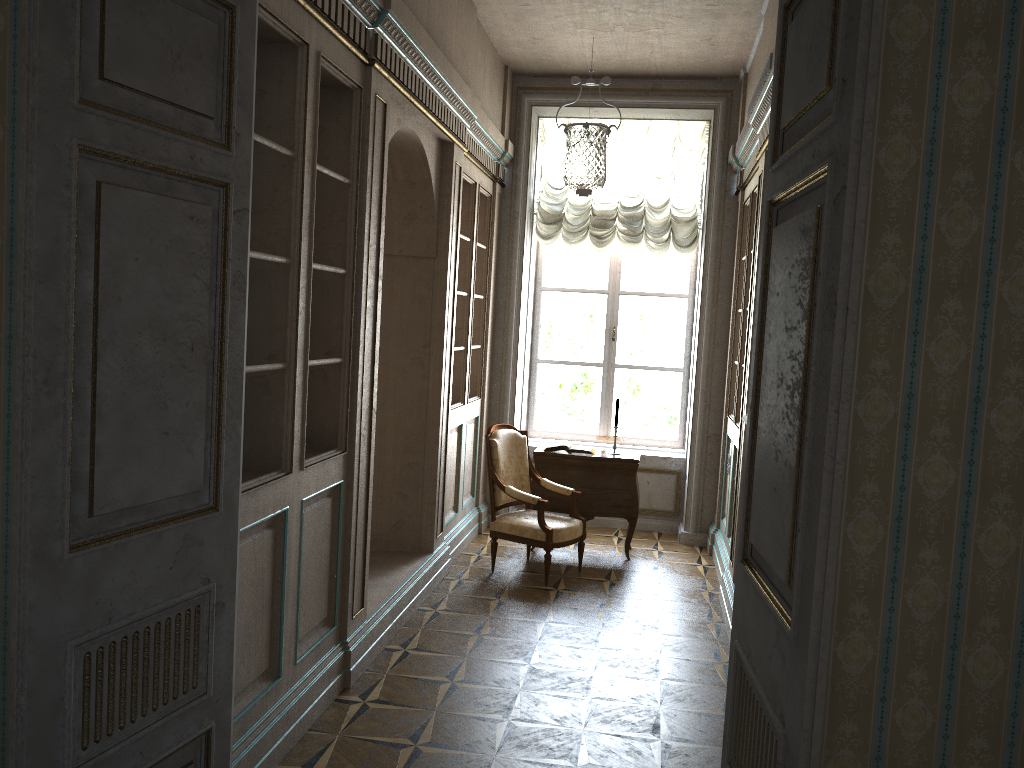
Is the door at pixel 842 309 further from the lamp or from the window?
the window

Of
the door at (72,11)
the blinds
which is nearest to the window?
the blinds

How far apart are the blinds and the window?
0.3m

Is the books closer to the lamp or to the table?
the table

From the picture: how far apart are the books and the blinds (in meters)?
1.82

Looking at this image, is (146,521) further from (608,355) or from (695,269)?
(695,269)

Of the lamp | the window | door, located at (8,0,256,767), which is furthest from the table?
door, located at (8,0,256,767)

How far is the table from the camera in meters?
6.7

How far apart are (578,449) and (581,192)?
2.5 meters

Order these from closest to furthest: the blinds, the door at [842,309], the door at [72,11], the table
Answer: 1. the door at [842,309]
2. the door at [72,11]
3. the table
4. the blinds
